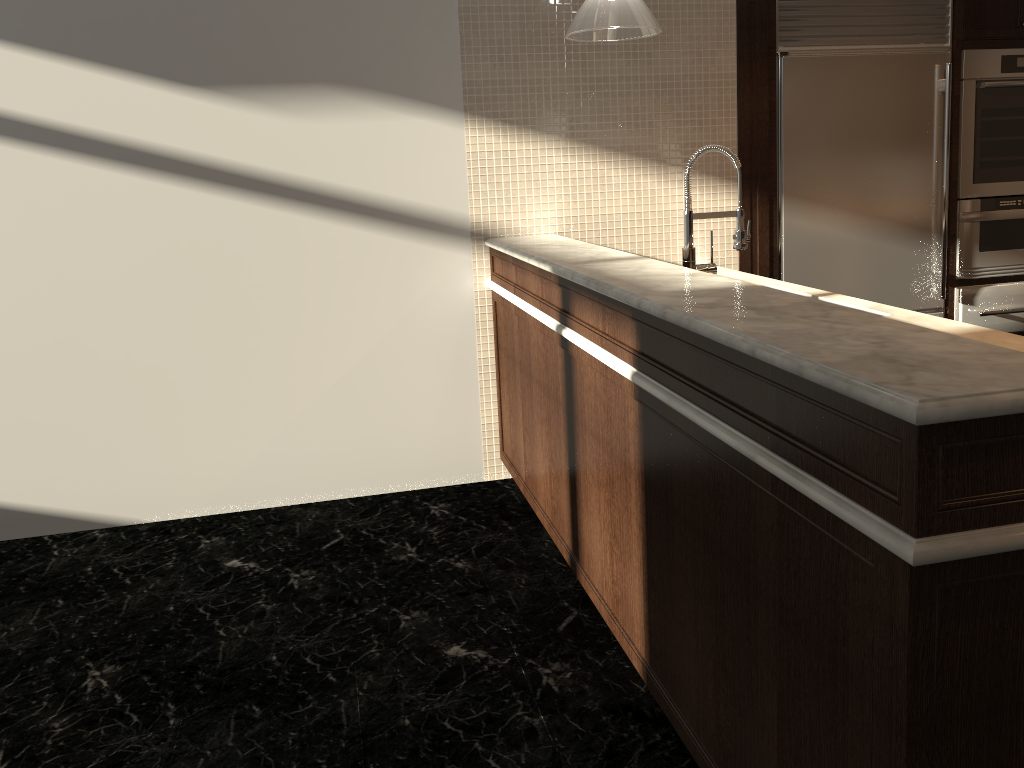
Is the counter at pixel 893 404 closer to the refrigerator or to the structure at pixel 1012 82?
the refrigerator

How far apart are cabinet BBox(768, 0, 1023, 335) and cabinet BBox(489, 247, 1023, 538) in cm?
133

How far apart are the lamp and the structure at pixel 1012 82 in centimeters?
208cm

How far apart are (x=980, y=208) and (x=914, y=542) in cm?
373

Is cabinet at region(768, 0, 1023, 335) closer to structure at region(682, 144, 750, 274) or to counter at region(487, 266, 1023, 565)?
counter at region(487, 266, 1023, 565)

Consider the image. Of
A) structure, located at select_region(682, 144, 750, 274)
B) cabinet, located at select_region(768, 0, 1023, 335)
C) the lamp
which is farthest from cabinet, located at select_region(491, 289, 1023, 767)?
cabinet, located at select_region(768, 0, 1023, 335)

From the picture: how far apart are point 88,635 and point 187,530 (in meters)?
0.82

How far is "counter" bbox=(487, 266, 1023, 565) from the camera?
1.1m

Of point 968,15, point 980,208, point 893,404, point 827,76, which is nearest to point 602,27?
point 827,76

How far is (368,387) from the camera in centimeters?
383cm
